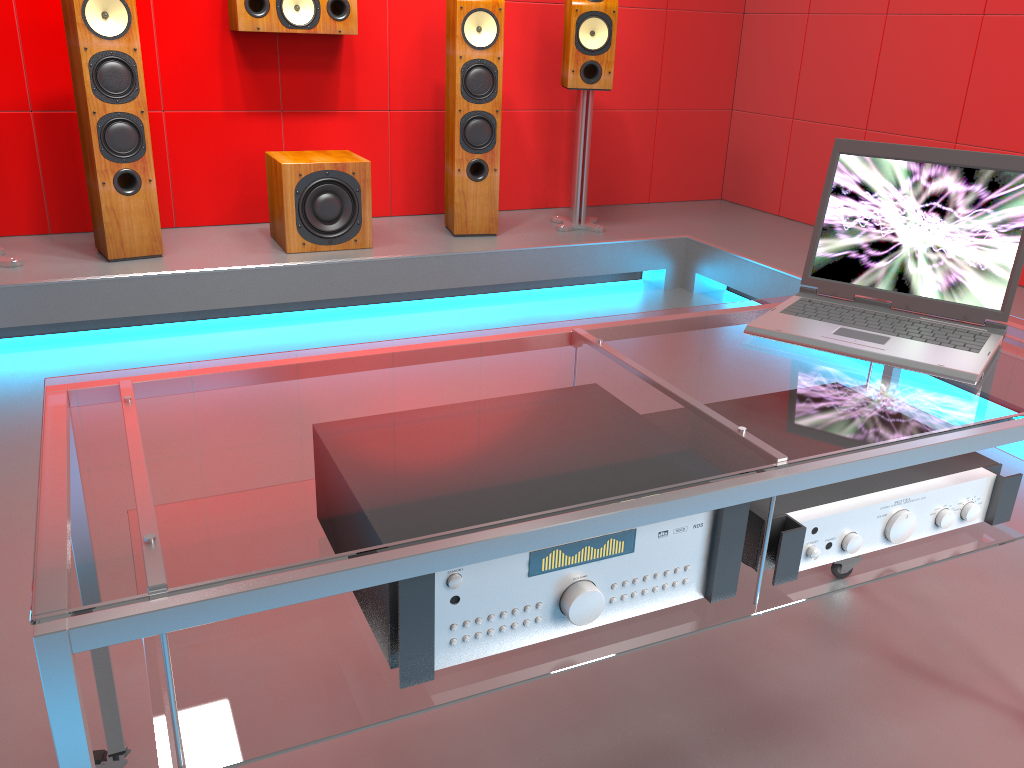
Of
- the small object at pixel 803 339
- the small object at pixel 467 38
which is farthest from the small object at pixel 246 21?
the small object at pixel 803 339

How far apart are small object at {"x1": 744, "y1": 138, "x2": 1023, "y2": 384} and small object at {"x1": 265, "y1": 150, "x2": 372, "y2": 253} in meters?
2.4 m

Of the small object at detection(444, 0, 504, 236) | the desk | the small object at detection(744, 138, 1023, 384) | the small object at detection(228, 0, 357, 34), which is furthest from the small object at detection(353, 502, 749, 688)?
the small object at detection(228, 0, 357, 34)

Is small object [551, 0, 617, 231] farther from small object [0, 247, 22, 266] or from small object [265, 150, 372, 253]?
small object [0, 247, 22, 266]

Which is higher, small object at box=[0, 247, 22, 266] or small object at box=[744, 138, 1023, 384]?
small object at box=[744, 138, 1023, 384]

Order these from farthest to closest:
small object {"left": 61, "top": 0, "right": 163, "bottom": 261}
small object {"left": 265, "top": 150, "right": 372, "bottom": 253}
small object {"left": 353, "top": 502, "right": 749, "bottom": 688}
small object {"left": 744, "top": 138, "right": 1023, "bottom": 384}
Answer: small object {"left": 265, "top": 150, "right": 372, "bottom": 253}
small object {"left": 61, "top": 0, "right": 163, "bottom": 261}
small object {"left": 744, "top": 138, "right": 1023, "bottom": 384}
small object {"left": 353, "top": 502, "right": 749, "bottom": 688}

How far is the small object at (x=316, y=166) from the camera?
3.5 meters

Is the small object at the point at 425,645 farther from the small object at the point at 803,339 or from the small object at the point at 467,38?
the small object at the point at 467,38

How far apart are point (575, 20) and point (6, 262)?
2.5 meters

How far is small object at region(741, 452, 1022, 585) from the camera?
1.1m
